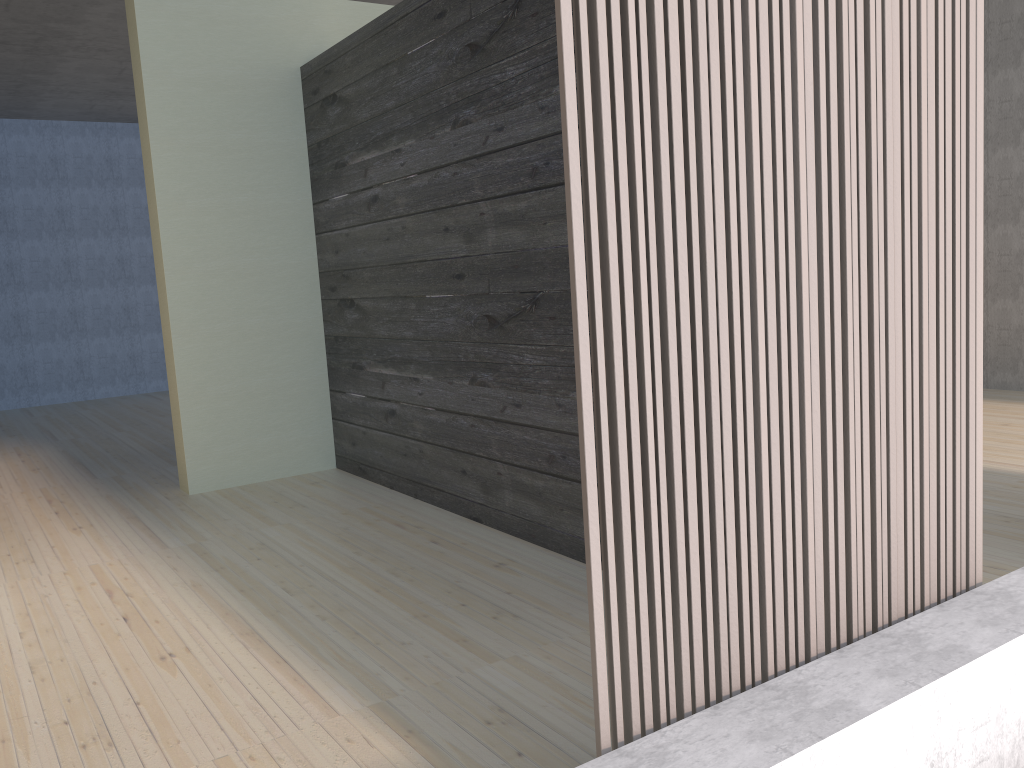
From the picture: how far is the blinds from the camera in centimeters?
138cm

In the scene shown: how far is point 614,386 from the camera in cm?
138

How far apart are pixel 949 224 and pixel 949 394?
0.4 meters

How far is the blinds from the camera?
1.4 meters
